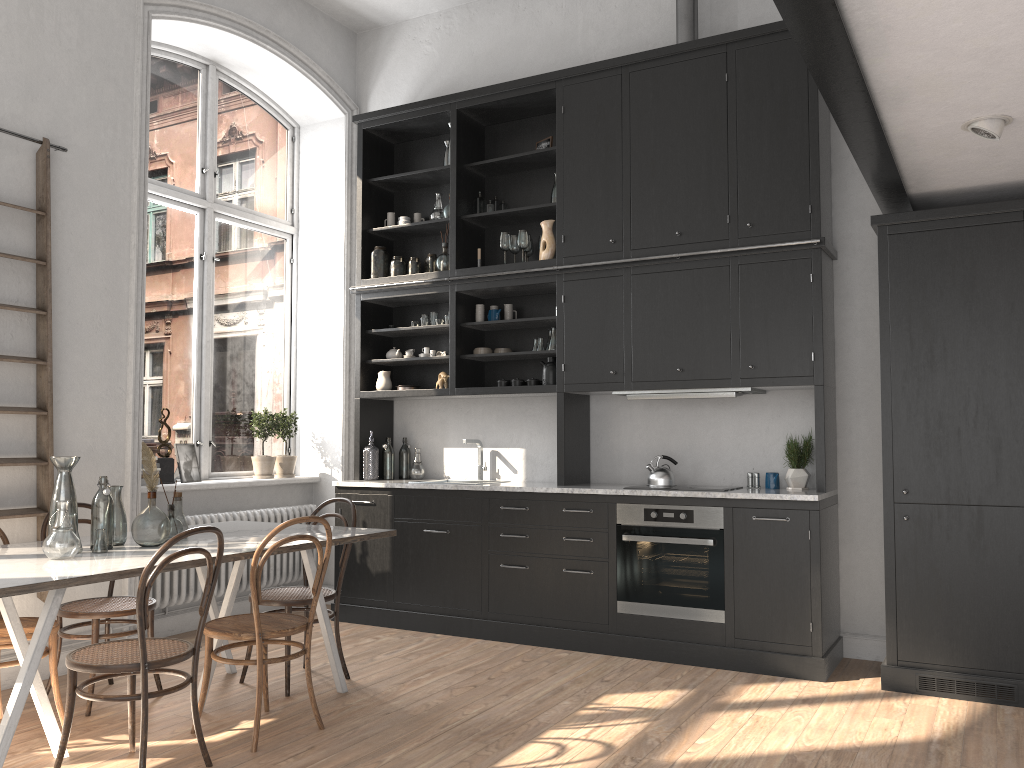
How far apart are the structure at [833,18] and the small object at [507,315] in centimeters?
243cm

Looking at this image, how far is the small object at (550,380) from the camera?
5.7m

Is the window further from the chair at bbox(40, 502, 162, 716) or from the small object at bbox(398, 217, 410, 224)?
the chair at bbox(40, 502, 162, 716)

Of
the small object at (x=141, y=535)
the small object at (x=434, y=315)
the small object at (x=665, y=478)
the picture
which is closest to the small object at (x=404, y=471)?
the small object at (x=434, y=315)

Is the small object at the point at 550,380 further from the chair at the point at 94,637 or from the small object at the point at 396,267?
the chair at the point at 94,637

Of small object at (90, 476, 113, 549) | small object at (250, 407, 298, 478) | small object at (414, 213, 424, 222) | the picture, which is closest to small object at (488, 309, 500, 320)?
small object at (414, 213, 424, 222)

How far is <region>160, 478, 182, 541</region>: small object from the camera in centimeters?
392cm

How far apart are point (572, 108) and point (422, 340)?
1.99m

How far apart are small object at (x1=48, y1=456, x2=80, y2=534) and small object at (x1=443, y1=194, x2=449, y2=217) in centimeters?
321cm

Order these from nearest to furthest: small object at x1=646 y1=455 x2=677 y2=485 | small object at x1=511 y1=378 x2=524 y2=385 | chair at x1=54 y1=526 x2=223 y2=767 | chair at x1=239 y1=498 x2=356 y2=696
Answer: chair at x1=54 y1=526 x2=223 y2=767, chair at x1=239 y1=498 x2=356 y2=696, small object at x1=646 y1=455 x2=677 y2=485, small object at x1=511 y1=378 x2=524 y2=385
